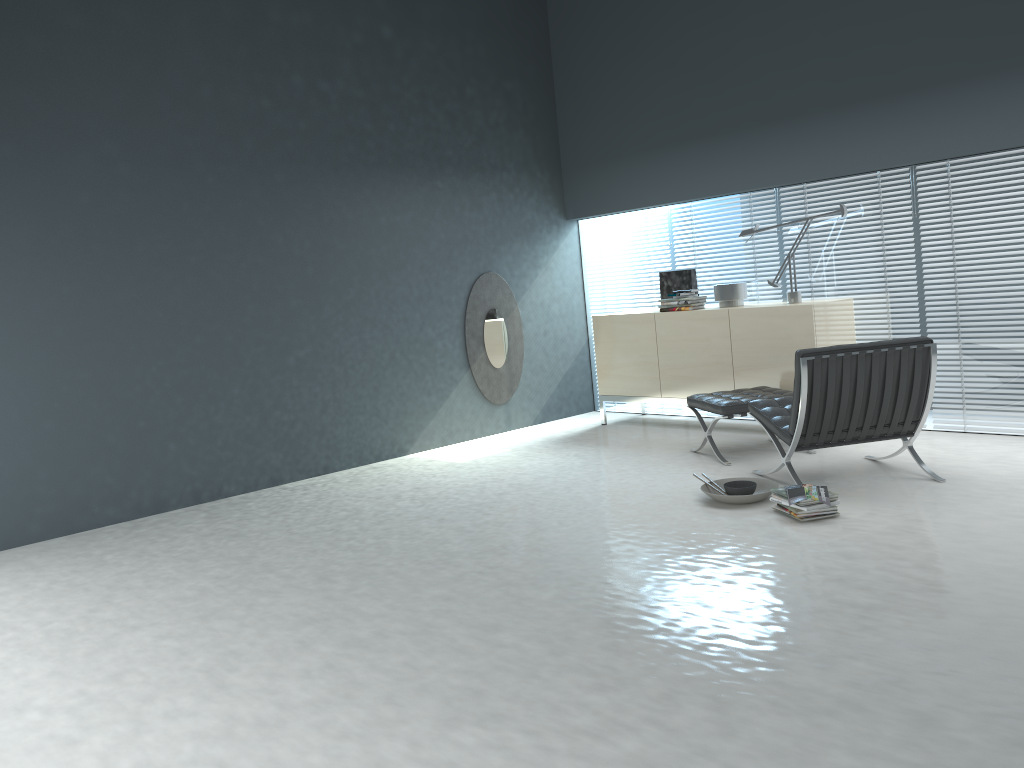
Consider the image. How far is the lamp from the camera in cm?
604

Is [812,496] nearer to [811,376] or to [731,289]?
[811,376]

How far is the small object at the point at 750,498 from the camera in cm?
436

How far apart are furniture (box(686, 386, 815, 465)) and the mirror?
1.9 meters

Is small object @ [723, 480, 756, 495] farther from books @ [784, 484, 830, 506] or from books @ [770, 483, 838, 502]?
books @ [784, 484, 830, 506]

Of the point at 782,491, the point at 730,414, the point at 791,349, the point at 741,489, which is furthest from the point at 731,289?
the point at 782,491

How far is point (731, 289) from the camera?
6.37m

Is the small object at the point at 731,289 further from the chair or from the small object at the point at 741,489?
the small object at the point at 741,489

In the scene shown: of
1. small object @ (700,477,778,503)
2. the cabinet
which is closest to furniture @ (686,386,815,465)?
the cabinet

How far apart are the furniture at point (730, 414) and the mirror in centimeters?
194cm
